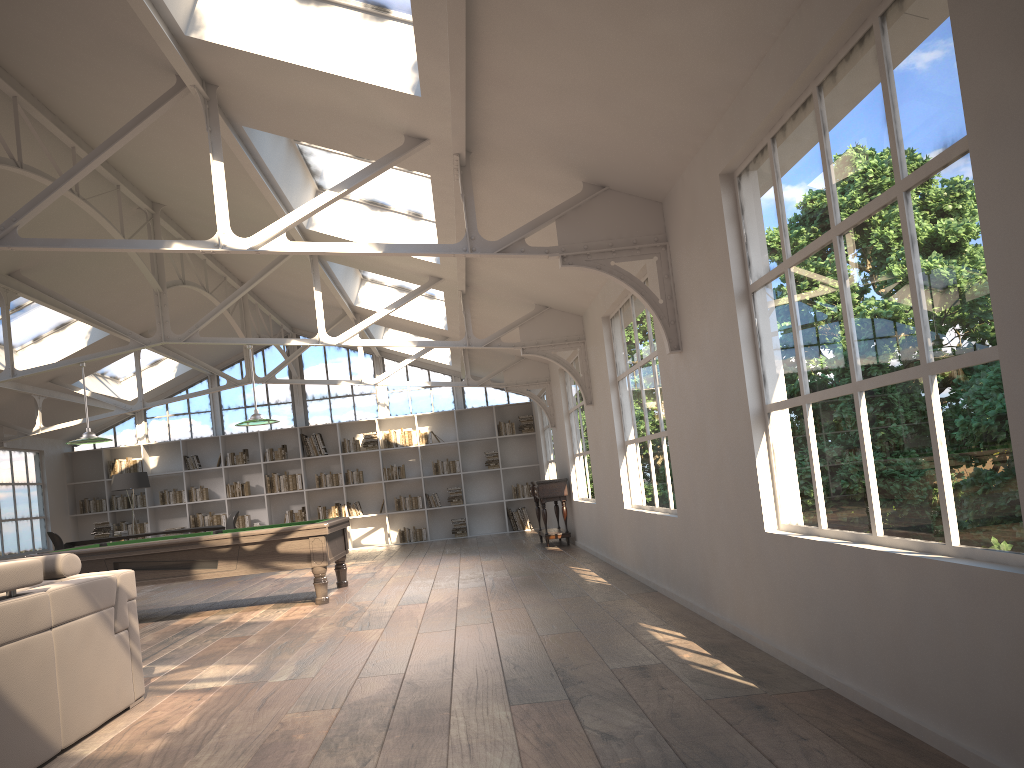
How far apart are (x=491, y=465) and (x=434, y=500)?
1.2 meters

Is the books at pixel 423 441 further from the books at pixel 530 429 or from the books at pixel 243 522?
the books at pixel 243 522

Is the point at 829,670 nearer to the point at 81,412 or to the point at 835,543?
the point at 835,543

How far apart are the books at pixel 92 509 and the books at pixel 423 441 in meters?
5.8

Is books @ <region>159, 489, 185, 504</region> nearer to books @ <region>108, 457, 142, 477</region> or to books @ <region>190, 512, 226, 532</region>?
books @ <region>190, 512, 226, 532</region>

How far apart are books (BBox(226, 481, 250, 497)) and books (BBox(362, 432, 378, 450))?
2.3 meters

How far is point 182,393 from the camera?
16.29m

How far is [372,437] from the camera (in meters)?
15.98

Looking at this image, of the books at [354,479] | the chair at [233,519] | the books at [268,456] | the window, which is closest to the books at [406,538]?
the books at [354,479]

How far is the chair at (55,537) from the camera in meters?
12.8
